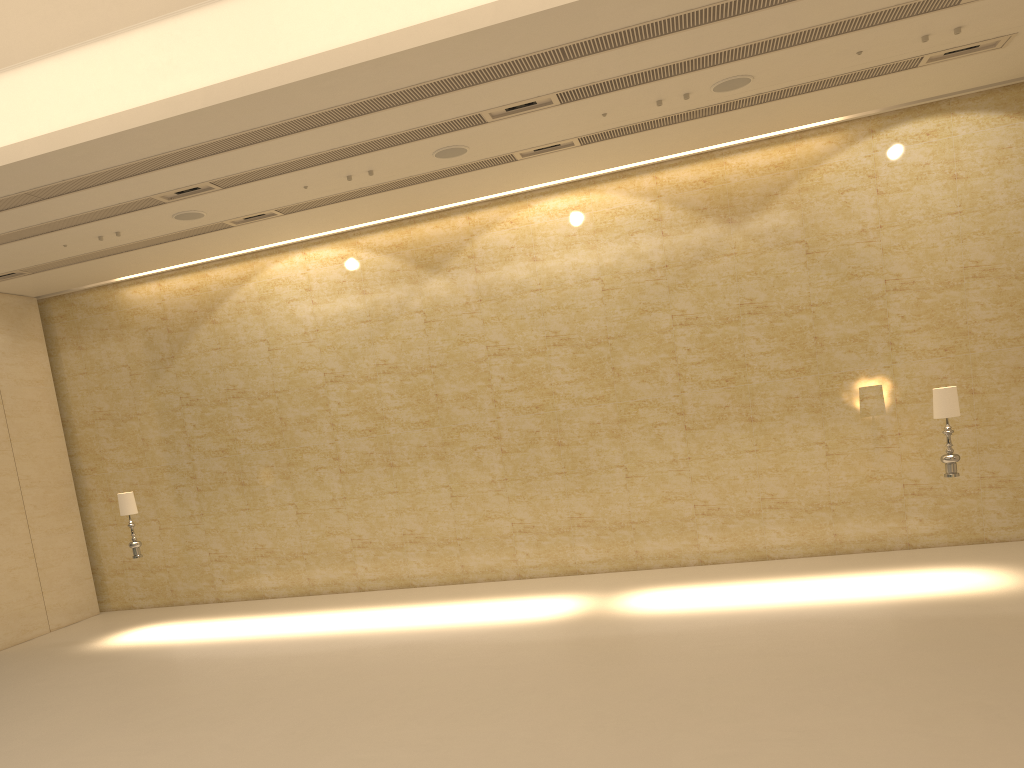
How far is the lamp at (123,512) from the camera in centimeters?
1285cm

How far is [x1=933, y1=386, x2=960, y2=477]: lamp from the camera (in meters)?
10.35

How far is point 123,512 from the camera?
12.8m

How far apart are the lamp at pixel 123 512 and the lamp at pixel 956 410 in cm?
1105

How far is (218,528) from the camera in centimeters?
1513cm

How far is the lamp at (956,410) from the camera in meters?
10.3

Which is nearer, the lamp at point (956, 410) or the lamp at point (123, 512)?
the lamp at point (956, 410)

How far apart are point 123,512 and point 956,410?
11.4m

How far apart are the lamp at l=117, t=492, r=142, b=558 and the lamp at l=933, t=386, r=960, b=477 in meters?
11.0
